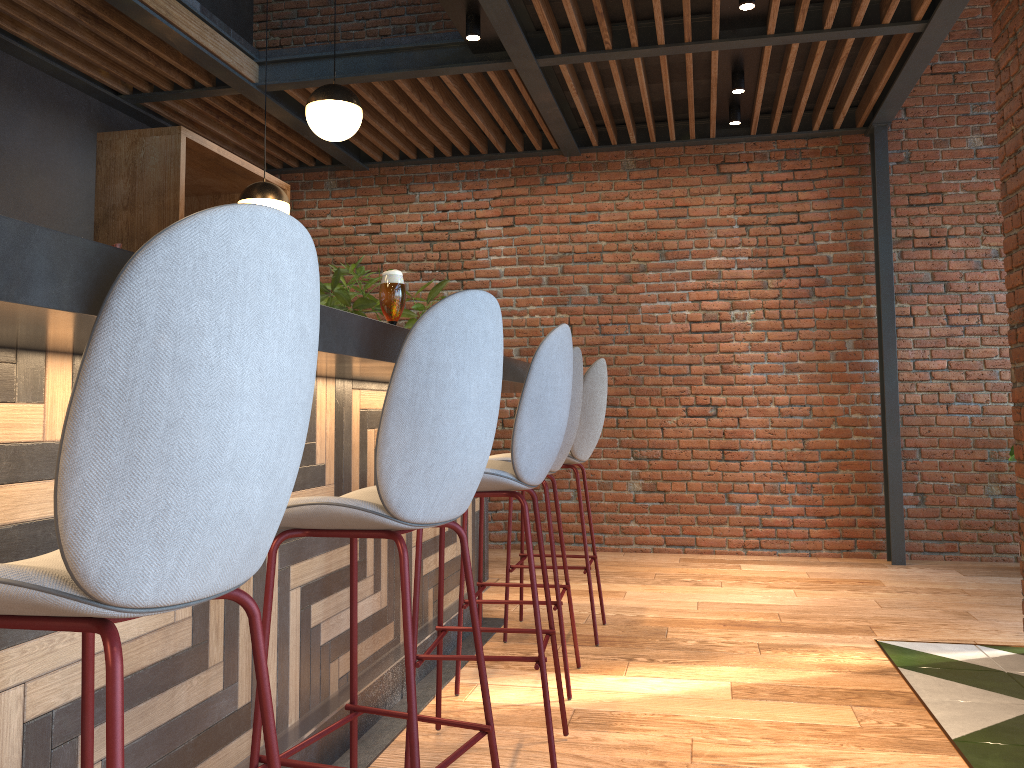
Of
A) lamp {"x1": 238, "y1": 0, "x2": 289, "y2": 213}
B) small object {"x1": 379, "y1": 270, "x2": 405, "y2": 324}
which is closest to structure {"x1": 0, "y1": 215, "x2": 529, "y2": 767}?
small object {"x1": 379, "y1": 270, "x2": 405, "y2": 324}

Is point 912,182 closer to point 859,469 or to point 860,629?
point 859,469

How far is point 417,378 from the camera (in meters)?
1.66

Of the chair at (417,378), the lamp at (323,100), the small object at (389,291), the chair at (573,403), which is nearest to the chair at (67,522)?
the chair at (417,378)

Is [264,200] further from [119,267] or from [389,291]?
[119,267]

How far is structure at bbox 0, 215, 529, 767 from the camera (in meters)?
0.98

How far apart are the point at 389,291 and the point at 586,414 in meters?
1.8 m

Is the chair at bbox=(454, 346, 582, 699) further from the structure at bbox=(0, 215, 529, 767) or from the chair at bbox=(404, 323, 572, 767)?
the chair at bbox=(404, 323, 572, 767)

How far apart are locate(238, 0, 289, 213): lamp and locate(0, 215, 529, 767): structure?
1.71m

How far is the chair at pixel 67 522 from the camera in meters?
0.9 m
